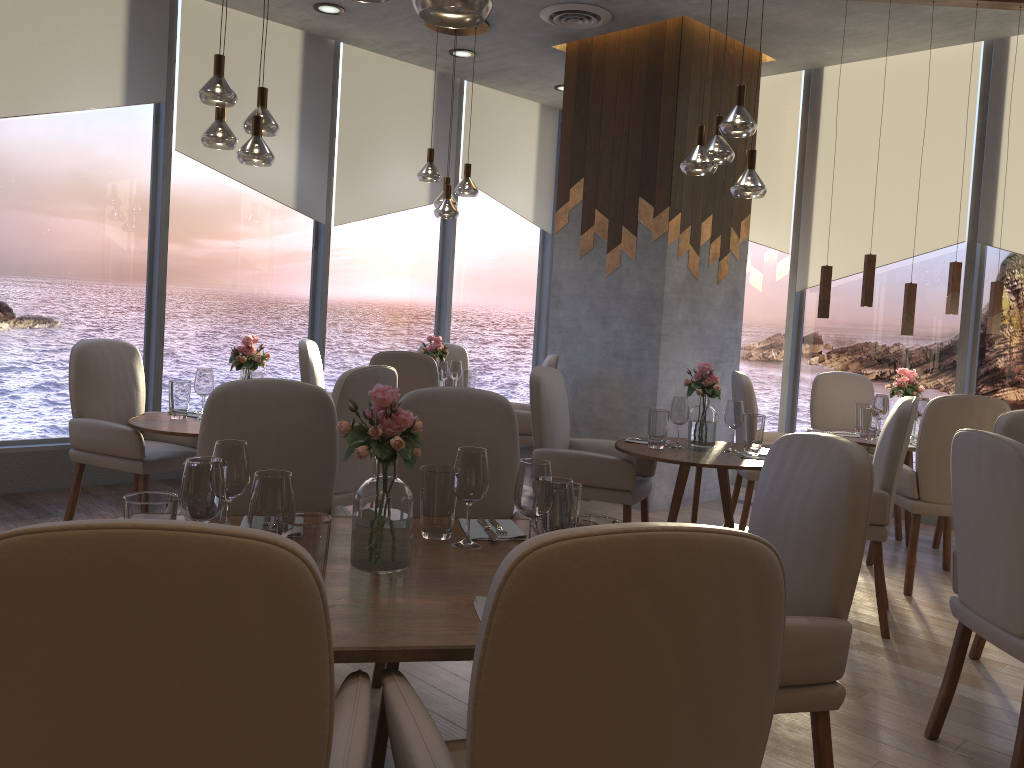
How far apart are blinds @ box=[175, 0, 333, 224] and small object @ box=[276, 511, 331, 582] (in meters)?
4.80

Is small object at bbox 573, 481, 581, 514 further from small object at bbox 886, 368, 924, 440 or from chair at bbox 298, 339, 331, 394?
chair at bbox 298, 339, 331, 394

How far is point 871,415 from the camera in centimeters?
498cm

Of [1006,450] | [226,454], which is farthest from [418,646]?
[1006,450]

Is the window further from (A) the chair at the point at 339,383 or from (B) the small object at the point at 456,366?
(A) the chair at the point at 339,383

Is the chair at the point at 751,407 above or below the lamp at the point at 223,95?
below

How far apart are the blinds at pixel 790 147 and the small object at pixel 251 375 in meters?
4.3

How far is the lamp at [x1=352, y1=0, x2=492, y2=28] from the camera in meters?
1.8

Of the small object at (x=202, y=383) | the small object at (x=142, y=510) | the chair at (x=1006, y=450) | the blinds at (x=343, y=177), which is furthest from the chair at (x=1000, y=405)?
the blinds at (x=343, y=177)

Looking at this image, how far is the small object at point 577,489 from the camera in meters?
2.1
